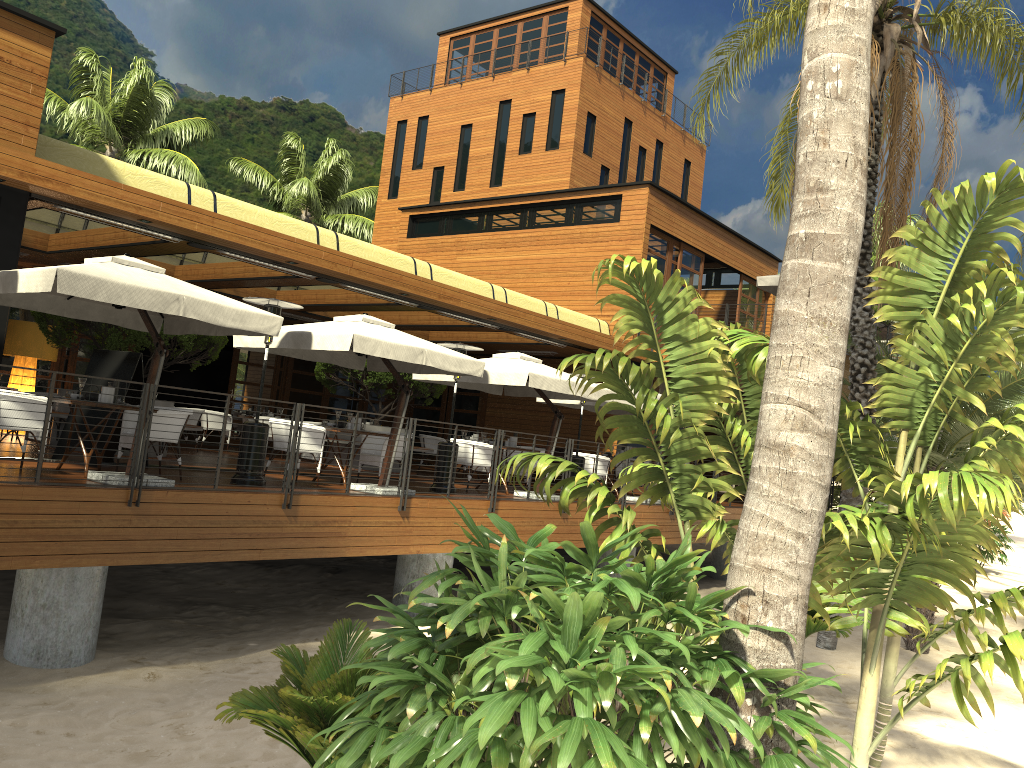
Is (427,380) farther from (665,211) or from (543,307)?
(665,211)

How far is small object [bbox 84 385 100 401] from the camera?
9.2m

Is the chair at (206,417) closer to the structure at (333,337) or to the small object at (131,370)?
the structure at (333,337)

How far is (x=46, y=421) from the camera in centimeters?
766cm

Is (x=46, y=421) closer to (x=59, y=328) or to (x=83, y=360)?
(x=59, y=328)

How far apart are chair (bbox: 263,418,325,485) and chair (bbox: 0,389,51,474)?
2.9m

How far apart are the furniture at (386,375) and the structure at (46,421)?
4.0m

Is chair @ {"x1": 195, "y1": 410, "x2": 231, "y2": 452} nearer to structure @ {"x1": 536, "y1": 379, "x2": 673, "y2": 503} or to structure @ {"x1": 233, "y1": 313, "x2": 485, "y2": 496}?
structure @ {"x1": 233, "y1": 313, "x2": 485, "y2": 496}

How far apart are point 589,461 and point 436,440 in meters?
3.7 m

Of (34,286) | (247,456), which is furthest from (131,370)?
(34,286)
